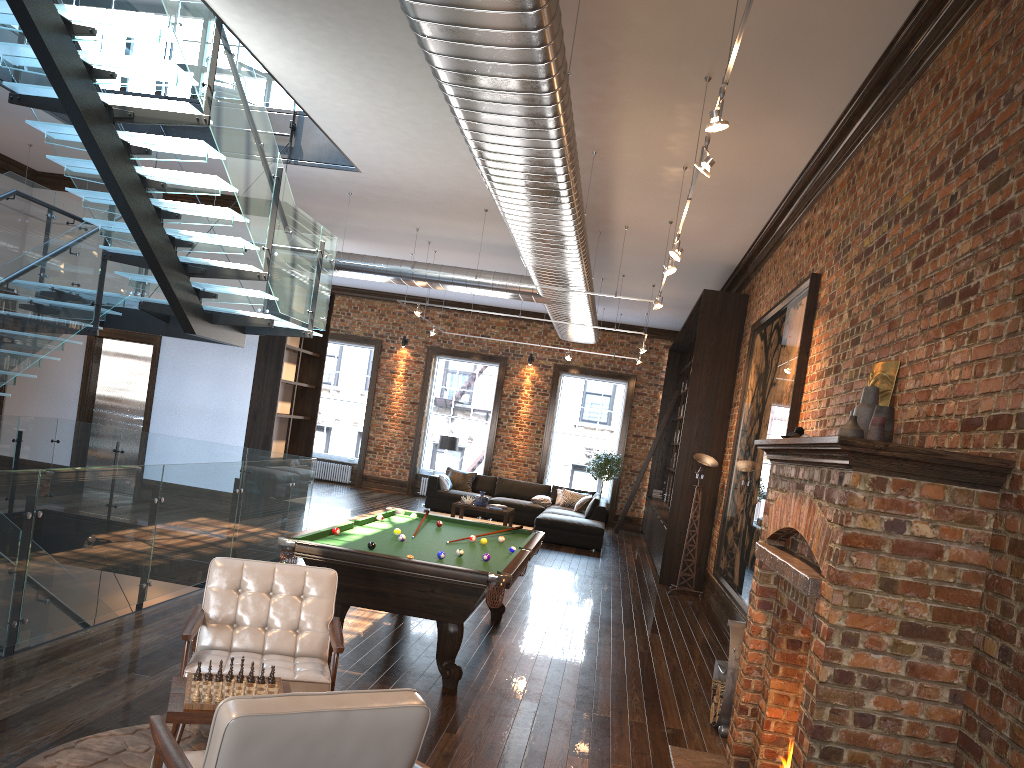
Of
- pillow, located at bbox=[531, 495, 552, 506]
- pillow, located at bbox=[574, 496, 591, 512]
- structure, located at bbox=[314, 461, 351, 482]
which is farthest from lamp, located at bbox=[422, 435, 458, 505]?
structure, located at bbox=[314, 461, 351, 482]

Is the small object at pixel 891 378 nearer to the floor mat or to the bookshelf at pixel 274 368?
the floor mat

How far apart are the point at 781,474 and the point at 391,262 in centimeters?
897cm

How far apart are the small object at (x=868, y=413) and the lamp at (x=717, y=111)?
1.6 meters

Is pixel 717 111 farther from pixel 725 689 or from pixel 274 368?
pixel 274 368

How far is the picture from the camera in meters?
7.6

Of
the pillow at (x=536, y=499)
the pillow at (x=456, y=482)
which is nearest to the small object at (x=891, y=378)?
the pillow at (x=536, y=499)

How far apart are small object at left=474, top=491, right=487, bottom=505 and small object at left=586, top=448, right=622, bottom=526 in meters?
3.8 m

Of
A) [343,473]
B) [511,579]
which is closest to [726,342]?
[511,579]

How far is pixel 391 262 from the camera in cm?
1273
